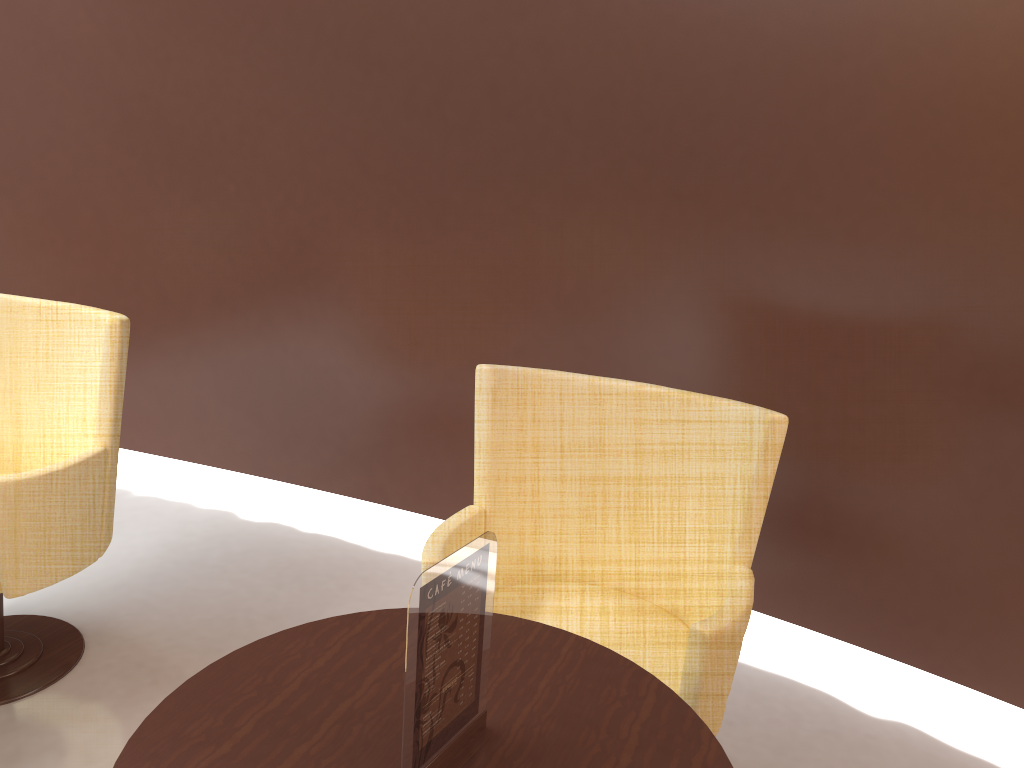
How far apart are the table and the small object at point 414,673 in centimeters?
1cm

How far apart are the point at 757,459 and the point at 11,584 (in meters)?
1.83

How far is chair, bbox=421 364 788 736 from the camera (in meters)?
1.91

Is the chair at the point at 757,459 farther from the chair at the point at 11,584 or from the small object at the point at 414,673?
the chair at the point at 11,584

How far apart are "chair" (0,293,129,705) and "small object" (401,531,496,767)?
1.4m

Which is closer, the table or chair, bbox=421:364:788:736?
the table

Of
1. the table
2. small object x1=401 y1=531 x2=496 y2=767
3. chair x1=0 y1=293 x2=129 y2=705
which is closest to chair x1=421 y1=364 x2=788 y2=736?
the table

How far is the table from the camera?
1.27m

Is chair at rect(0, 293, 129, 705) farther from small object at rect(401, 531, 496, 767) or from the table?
small object at rect(401, 531, 496, 767)

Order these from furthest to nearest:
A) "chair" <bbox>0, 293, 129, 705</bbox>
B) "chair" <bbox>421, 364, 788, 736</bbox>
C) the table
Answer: "chair" <bbox>0, 293, 129, 705</bbox> < "chair" <bbox>421, 364, 788, 736</bbox> < the table
